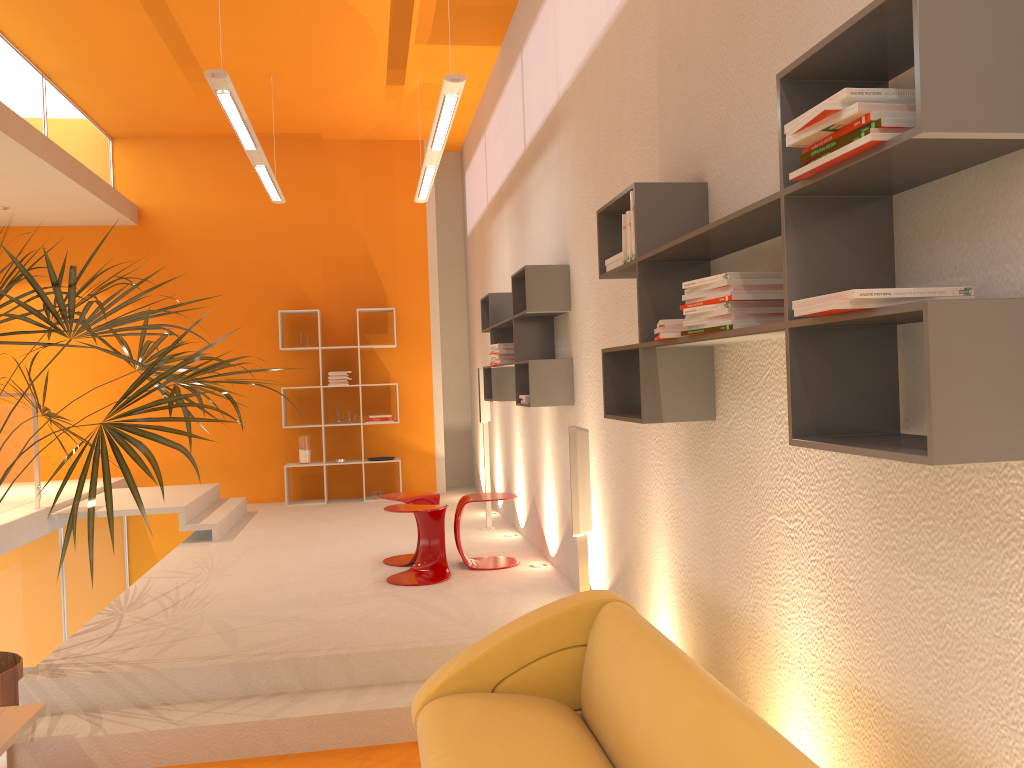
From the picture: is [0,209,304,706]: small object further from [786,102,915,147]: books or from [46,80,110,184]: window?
[46,80,110,184]: window

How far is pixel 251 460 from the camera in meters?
9.4 m

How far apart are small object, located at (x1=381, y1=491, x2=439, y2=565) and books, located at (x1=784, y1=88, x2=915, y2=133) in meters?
4.5

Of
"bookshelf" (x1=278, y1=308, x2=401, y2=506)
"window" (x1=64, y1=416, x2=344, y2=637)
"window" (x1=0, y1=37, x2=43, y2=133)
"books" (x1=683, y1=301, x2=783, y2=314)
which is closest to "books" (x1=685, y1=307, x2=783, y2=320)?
"books" (x1=683, y1=301, x2=783, y2=314)

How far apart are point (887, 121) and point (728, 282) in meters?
0.7

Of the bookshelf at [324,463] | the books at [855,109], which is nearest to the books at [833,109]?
the books at [855,109]

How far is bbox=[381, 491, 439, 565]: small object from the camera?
5.93m

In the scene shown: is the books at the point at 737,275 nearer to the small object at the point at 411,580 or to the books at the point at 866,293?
the books at the point at 866,293

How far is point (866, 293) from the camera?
1.53m

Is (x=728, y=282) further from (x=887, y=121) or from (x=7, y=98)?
(x=7, y=98)
